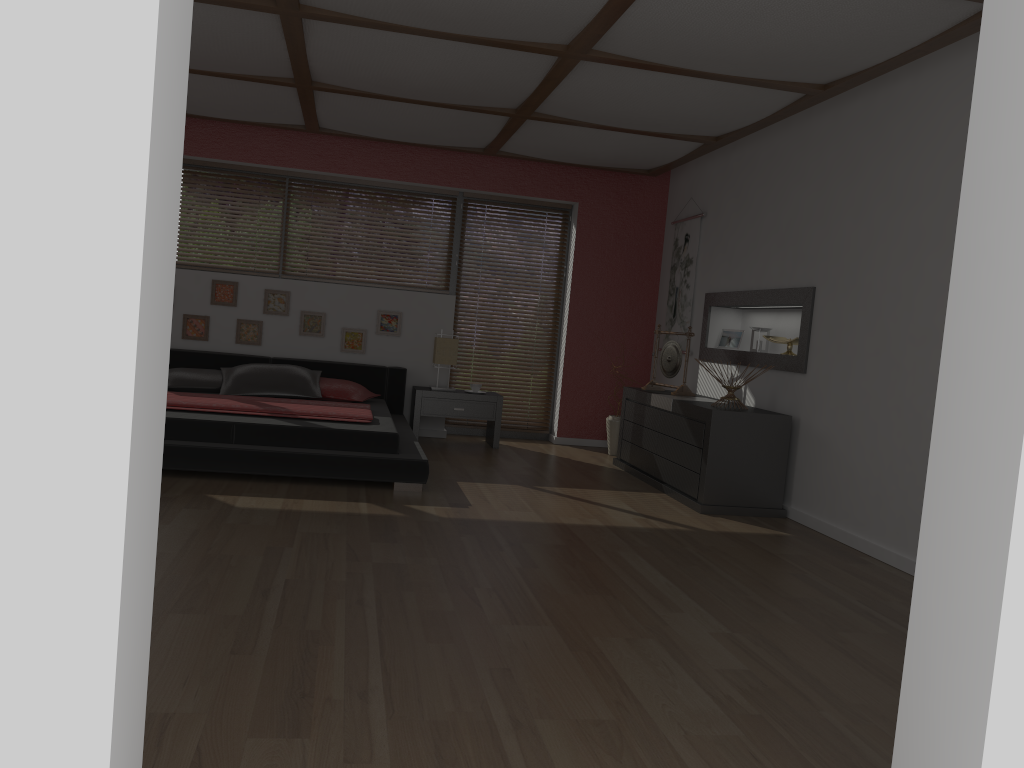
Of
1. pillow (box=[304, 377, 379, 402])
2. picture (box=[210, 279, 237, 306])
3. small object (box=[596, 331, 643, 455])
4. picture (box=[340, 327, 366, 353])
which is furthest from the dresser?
picture (box=[210, 279, 237, 306])

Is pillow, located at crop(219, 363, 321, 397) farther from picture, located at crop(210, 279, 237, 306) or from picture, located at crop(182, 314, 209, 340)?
picture, located at crop(210, 279, 237, 306)

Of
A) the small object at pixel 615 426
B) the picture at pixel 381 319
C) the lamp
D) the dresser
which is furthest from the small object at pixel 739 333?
the picture at pixel 381 319

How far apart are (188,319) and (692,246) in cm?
406

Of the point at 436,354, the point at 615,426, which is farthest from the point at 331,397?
the point at 615,426

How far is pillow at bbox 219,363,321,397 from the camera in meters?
6.3

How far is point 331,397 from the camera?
6.5m

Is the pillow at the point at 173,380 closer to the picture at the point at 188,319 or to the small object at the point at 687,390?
the picture at the point at 188,319

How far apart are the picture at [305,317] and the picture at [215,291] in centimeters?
55cm

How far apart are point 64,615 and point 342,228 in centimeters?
667cm
